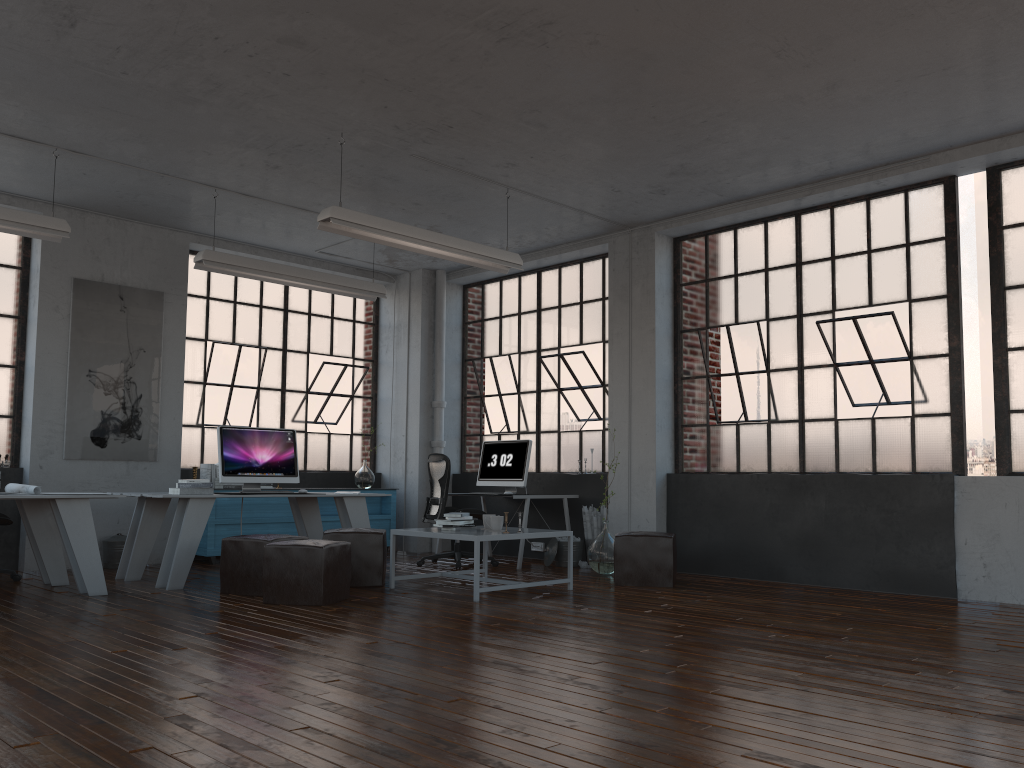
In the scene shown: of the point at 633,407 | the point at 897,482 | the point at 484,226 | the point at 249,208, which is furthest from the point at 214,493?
the point at 897,482

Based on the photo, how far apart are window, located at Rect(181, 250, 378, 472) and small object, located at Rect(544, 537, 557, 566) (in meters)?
2.97

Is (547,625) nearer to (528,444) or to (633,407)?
(633,407)

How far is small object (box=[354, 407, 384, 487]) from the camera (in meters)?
9.94

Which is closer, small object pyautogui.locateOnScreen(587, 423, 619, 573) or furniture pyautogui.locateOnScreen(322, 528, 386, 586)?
furniture pyautogui.locateOnScreen(322, 528, 386, 586)

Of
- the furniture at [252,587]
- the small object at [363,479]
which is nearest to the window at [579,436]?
the small object at [363,479]

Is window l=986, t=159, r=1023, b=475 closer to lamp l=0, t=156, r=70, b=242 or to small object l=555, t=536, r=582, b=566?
small object l=555, t=536, r=582, b=566

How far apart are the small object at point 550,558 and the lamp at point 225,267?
2.89m

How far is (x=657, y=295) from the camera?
8.3m

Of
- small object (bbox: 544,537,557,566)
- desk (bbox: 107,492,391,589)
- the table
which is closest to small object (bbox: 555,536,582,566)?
small object (bbox: 544,537,557,566)
